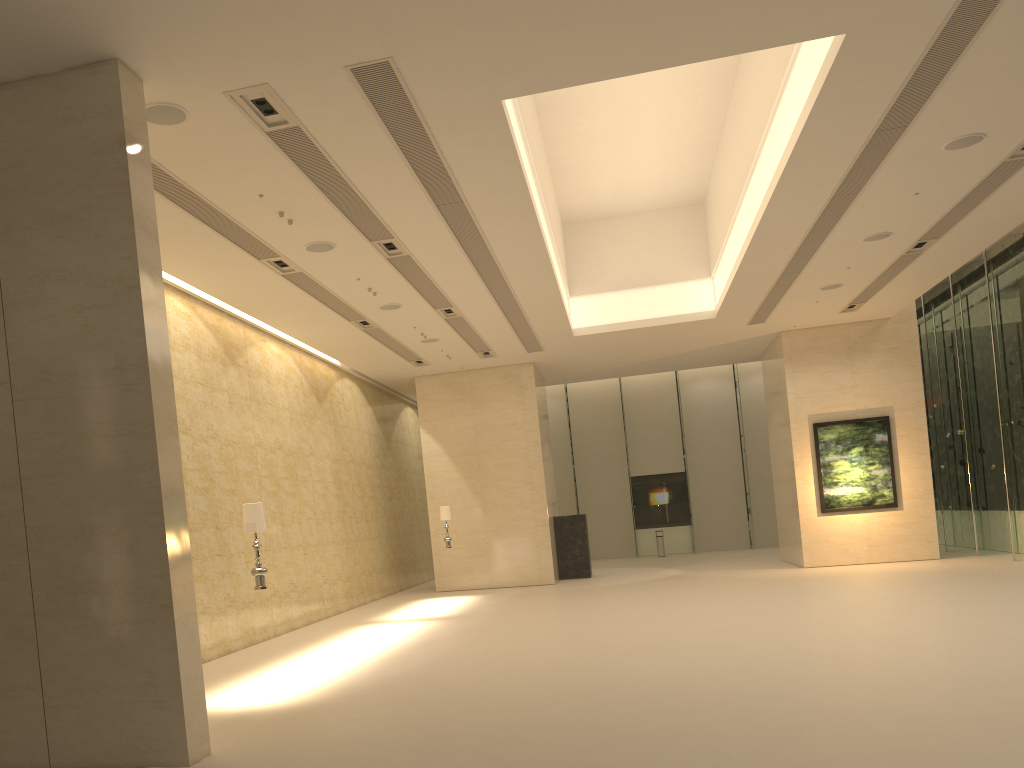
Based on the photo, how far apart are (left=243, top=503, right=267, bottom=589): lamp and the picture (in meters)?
16.25

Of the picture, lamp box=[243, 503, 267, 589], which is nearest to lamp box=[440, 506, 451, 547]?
the picture

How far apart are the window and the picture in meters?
2.0 m

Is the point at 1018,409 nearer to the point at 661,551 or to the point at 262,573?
the point at 661,551

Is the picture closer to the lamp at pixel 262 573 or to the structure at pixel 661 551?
the structure at pixel 661 551

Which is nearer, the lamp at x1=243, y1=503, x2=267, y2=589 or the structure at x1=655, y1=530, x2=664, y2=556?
the lamp at x1=243, y1=503, x2=267, y2=589

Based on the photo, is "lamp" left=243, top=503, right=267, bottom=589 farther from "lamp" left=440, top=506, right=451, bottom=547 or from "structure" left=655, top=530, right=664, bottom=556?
"structure" left=655, top=530, right=664, bottom=556

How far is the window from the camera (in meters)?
20.04

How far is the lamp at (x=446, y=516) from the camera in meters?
20.9

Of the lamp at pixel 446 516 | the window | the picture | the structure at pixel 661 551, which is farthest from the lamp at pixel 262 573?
the structure at pixel 661 551
